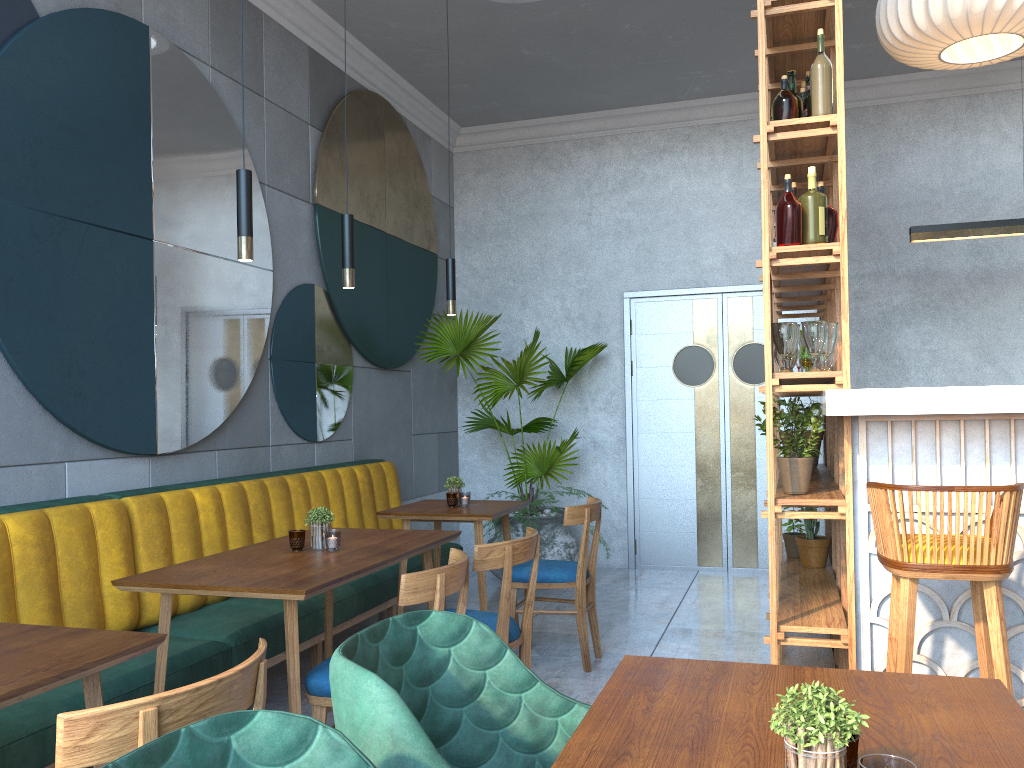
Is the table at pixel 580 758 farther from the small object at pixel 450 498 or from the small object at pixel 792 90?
the small object at pixel 450 498

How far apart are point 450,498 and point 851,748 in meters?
3.4 m

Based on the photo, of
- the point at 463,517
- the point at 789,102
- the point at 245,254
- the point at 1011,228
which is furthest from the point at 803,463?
the point at 1011,228

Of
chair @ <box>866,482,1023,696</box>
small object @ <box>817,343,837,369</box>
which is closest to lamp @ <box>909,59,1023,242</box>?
small object @ <box>817,343,837,369</box>

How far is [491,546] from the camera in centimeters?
296cm

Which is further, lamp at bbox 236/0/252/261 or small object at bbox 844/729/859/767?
lamp at bbox 236/0/252/261

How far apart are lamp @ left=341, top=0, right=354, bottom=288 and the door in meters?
3.7 m

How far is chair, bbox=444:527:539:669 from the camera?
3.0 meters

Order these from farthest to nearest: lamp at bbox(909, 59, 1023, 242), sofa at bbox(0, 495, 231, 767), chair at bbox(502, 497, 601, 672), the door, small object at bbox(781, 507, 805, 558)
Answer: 1. the door
2. lamp at bbox(909, 59, 1023, 242)
3. small object at bbox(781, 507, 805, 558)
4. chair at bbox(502, 497, 601, 672)
5. sofa at bbox(0, 495, 231, 767)

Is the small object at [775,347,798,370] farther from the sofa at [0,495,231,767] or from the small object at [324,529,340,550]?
the sofa at [0,495,231,767]
